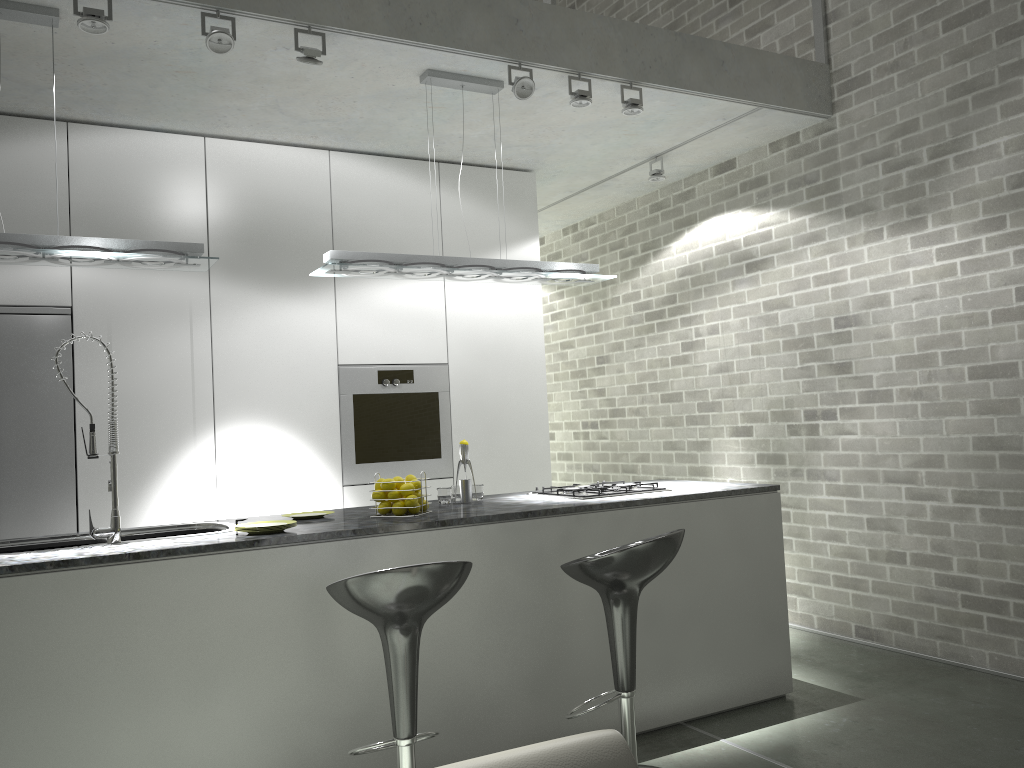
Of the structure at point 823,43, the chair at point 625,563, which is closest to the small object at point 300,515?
the chair at point 625,563

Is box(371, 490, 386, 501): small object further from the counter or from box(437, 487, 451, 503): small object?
box(437, 487, 451, 503): small object

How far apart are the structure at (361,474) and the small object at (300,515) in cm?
136

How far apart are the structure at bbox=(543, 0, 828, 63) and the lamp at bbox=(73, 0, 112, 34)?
3.8 meters

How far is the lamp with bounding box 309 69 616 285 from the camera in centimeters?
389cm

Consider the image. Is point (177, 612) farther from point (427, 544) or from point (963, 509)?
point (963, 509)

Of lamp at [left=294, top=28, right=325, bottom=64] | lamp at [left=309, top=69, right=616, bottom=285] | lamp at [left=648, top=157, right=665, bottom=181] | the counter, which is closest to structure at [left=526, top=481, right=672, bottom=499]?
the counter

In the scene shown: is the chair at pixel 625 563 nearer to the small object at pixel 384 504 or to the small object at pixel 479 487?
the small object at pixel 384 504

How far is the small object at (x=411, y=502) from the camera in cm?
350

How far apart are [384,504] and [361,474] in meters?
1.7 m
